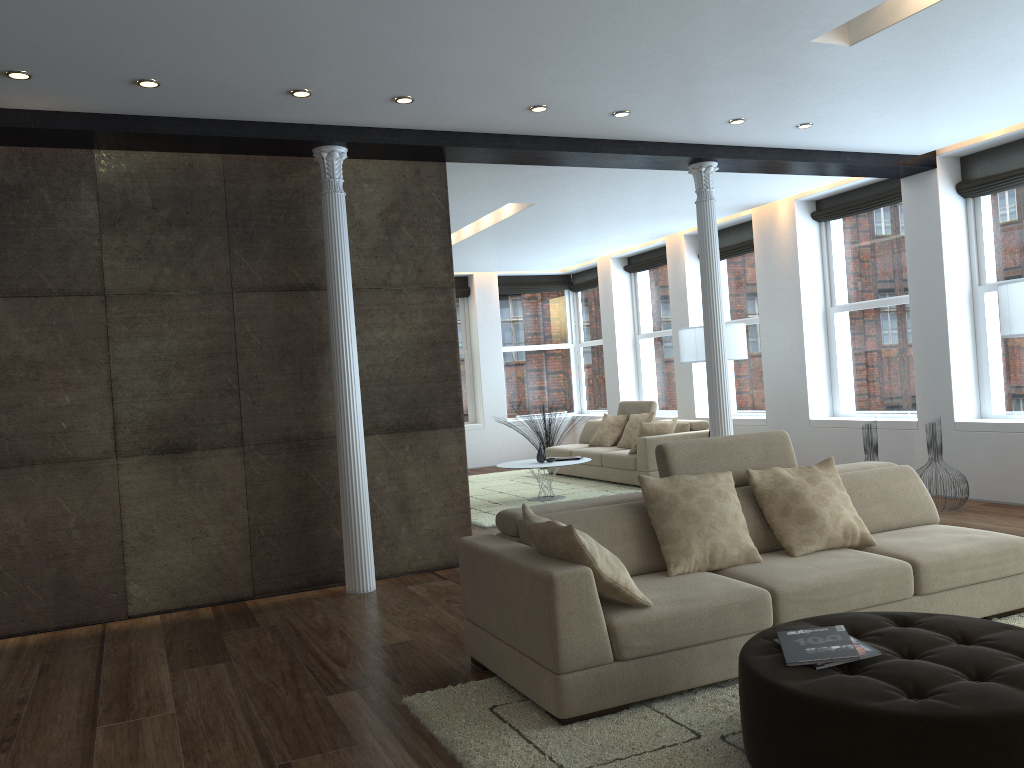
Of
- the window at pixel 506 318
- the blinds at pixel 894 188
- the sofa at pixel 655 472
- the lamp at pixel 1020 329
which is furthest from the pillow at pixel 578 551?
the window at pixel 506 318

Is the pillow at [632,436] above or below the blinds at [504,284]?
below

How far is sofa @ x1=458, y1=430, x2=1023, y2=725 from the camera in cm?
330

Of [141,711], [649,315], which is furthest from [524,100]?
[649,315]

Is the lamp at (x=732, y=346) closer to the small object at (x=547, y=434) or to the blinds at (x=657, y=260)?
the blinds at (x=657, y=260)

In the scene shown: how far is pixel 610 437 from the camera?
11.12m

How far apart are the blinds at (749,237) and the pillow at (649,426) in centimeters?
231cm

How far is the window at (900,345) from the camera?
8.64m

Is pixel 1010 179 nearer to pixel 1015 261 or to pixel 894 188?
pixel 1015 261

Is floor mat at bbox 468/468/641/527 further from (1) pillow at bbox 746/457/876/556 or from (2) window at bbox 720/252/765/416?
(1) pillow at bbox 746/457/876/556
